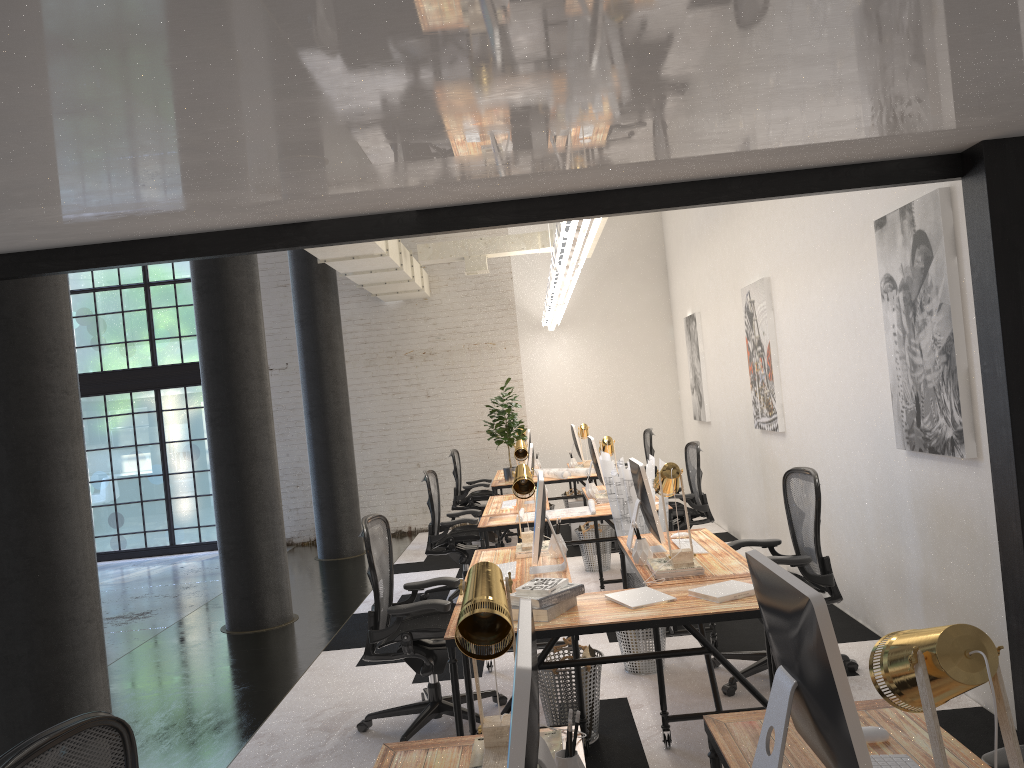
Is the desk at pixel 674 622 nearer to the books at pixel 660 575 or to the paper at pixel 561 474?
the books at pixel 660 575

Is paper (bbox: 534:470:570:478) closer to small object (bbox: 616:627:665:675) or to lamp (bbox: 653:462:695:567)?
small object (bbox: 616:627:665:675)

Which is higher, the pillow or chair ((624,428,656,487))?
chair ((624,428,656,487))

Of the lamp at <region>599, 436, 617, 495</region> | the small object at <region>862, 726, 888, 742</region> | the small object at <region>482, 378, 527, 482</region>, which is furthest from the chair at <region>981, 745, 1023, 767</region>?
the small object at <region>482, 378, 527, 482</region>

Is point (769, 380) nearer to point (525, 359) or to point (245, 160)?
point (525, 359)

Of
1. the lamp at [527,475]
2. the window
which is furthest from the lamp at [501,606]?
the window

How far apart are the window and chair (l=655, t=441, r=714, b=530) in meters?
6.7

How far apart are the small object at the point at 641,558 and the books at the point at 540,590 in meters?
0.8

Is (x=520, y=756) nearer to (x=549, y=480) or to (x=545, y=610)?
(x=545, y=610)

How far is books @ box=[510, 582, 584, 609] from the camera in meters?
3.4 m
